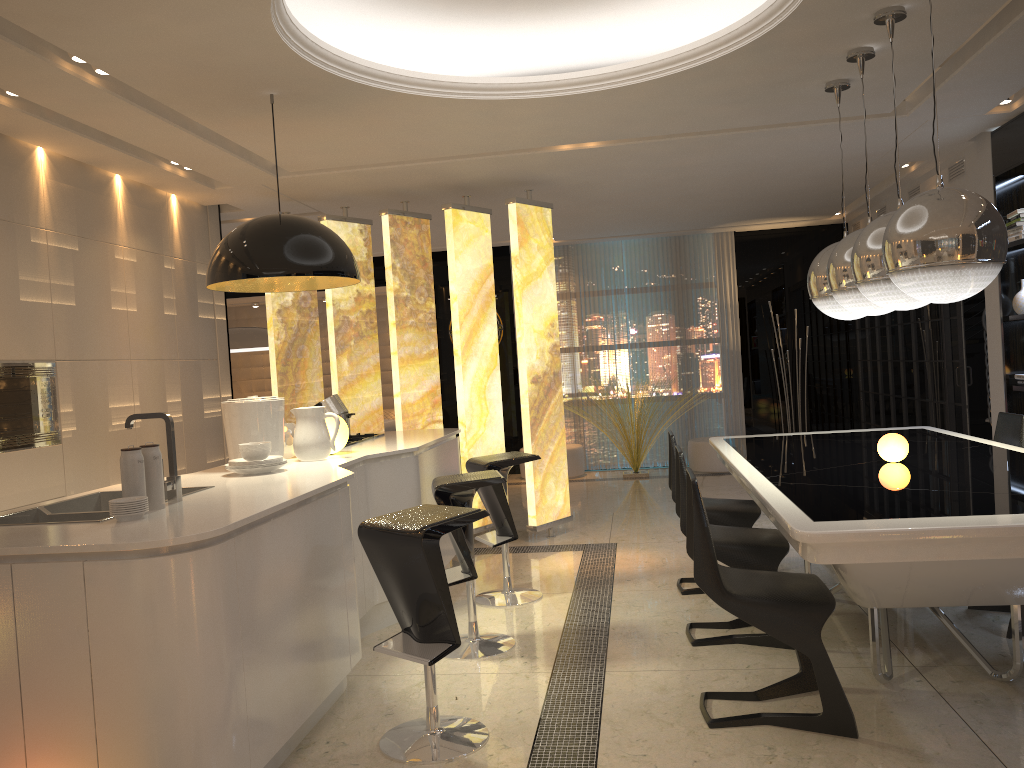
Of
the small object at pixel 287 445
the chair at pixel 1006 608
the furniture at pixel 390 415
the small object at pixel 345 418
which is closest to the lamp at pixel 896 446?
the chair at pixel 1006 608

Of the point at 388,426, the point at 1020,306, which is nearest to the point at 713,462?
the point at 388,426

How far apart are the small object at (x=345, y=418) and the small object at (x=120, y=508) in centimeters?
256cm

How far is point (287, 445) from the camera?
4.4m

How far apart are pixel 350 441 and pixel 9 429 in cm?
175

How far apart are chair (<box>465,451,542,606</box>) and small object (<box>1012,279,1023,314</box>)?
3.35m

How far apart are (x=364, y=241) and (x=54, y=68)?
3.22m

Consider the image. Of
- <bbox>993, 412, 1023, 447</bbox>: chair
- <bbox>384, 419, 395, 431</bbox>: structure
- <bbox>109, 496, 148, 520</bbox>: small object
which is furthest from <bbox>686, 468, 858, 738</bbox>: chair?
<bbox>384, 419, 395, 431</bbox>: structure

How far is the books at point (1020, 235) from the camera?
5.58m

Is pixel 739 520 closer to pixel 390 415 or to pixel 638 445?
pixel 638 445
